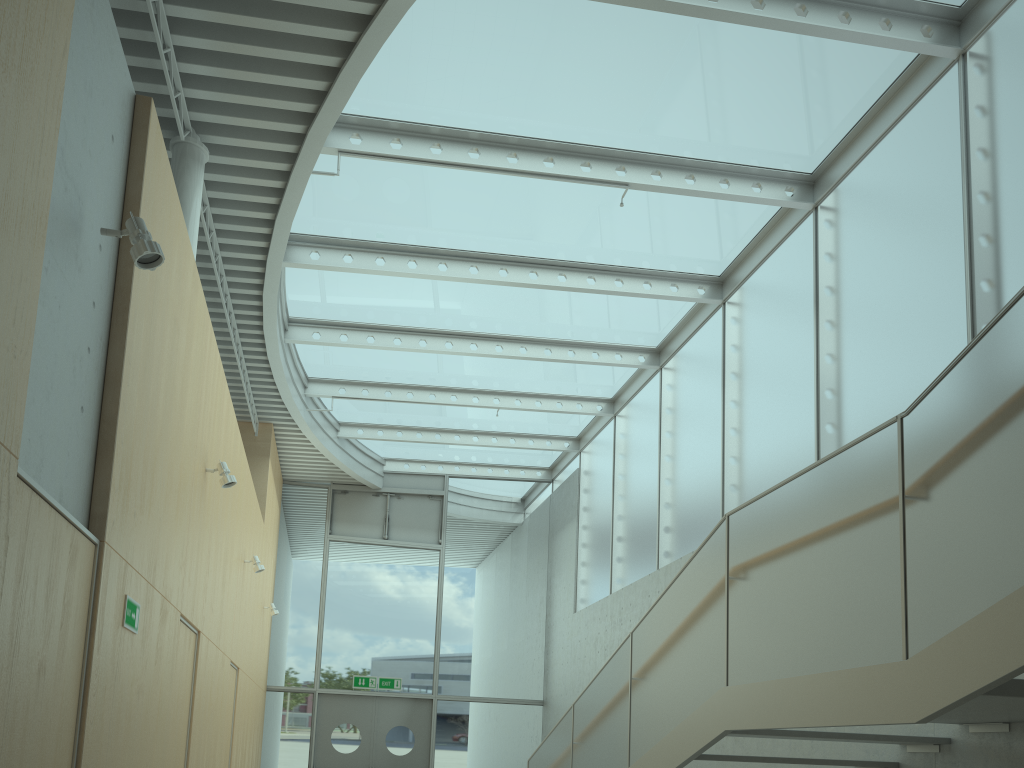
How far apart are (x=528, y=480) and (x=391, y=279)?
7.0m

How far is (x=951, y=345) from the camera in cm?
572

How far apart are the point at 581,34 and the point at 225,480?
4.1m

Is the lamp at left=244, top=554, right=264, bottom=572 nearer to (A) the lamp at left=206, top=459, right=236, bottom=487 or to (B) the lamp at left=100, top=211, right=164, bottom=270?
(A) the lamp at left=206, top=459, right=236, bottom=487

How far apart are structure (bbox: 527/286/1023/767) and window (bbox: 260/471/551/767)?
5.6 meters

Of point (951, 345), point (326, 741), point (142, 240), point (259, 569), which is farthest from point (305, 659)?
point (142, 240)

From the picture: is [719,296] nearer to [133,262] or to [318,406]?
[318,406]

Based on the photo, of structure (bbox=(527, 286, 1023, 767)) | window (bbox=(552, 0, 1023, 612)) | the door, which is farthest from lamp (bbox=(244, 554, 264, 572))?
the door

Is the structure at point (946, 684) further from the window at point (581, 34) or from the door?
the door

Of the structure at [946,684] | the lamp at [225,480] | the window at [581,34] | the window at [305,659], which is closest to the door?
the window at [305,659]
